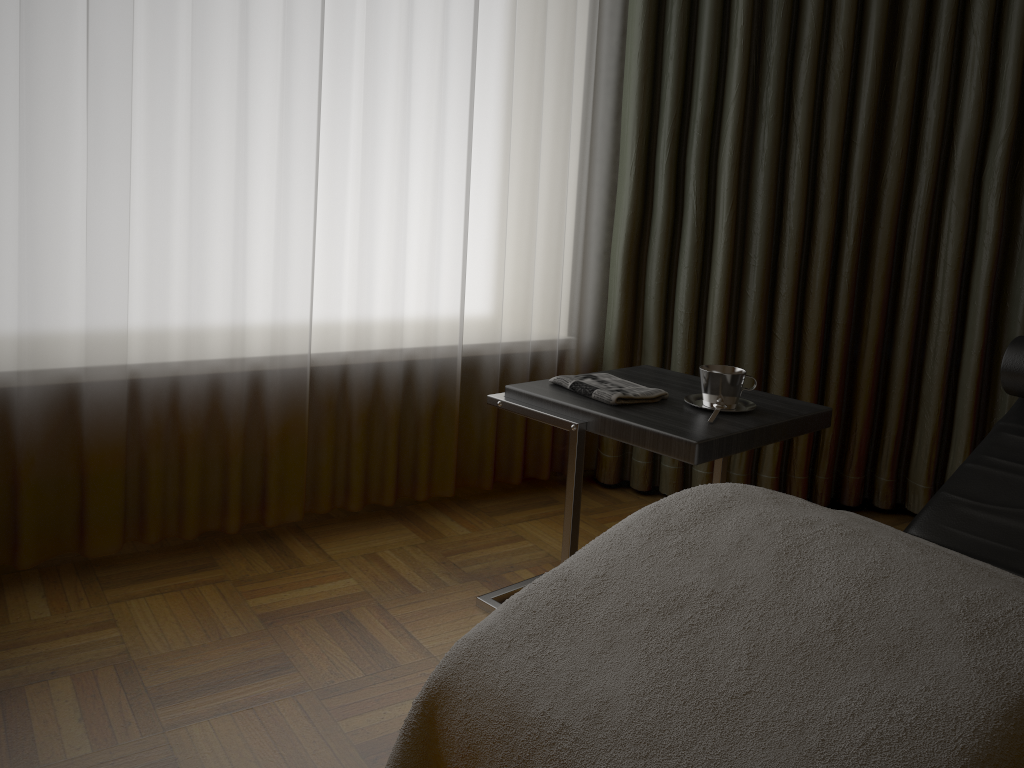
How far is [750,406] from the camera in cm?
187

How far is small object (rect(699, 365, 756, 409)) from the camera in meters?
1.8

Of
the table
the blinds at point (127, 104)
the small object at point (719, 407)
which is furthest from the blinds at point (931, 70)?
the small object at point (719, 407)

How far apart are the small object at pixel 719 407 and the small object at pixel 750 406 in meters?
0.1

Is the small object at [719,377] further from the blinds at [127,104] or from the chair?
the blinds at [127,104]

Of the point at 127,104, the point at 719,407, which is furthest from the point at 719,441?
the point at 127,104

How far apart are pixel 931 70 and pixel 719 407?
1.41m

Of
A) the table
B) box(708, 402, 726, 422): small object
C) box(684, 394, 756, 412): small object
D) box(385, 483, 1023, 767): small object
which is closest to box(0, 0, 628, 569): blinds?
the table

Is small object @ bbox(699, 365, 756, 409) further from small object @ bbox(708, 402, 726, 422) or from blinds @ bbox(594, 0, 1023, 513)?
blinds @ bbox(594, 0, 1023, 513)

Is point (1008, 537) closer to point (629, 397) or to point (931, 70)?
point (629, 397)
